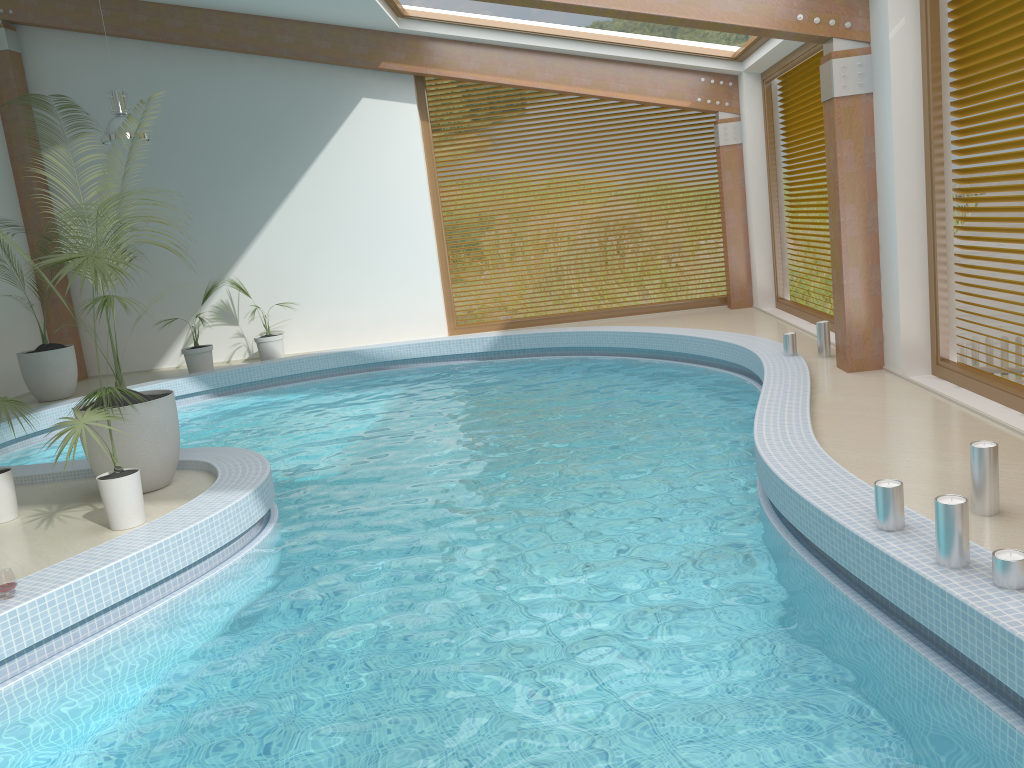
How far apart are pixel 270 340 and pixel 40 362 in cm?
284

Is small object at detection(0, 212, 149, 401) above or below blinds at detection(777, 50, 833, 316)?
below

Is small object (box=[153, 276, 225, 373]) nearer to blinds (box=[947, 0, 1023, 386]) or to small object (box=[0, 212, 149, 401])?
small object (box=[0, 212, 149, 401])

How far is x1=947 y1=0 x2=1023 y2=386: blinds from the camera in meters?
5.7

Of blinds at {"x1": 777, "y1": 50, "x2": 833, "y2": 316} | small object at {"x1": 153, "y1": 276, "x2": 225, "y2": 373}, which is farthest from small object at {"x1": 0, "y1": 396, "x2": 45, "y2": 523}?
blinds at {"x1": 777, "y1": 50, "x2": 833, "y2": 316}

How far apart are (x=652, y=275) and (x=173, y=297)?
7.0m

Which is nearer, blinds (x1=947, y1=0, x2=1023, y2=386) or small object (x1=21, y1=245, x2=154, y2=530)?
small object (x1=21, y1=245, x2=154, y2=530)

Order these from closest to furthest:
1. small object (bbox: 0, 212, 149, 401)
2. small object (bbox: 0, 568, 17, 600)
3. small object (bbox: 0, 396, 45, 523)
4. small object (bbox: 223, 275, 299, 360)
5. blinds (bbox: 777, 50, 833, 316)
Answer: small object (bbox: 0, 568, 17, 600) → small object (bbox: 0, 396, 45, 523) → blinds (bbox: 777, 50, 833, 316) → small object (bbox: 0, 212, 149, 401) → small object (bbox: 223, 275, 299, 360)

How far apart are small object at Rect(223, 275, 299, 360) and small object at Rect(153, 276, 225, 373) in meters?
0.7 m

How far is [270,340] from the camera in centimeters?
1229cm
